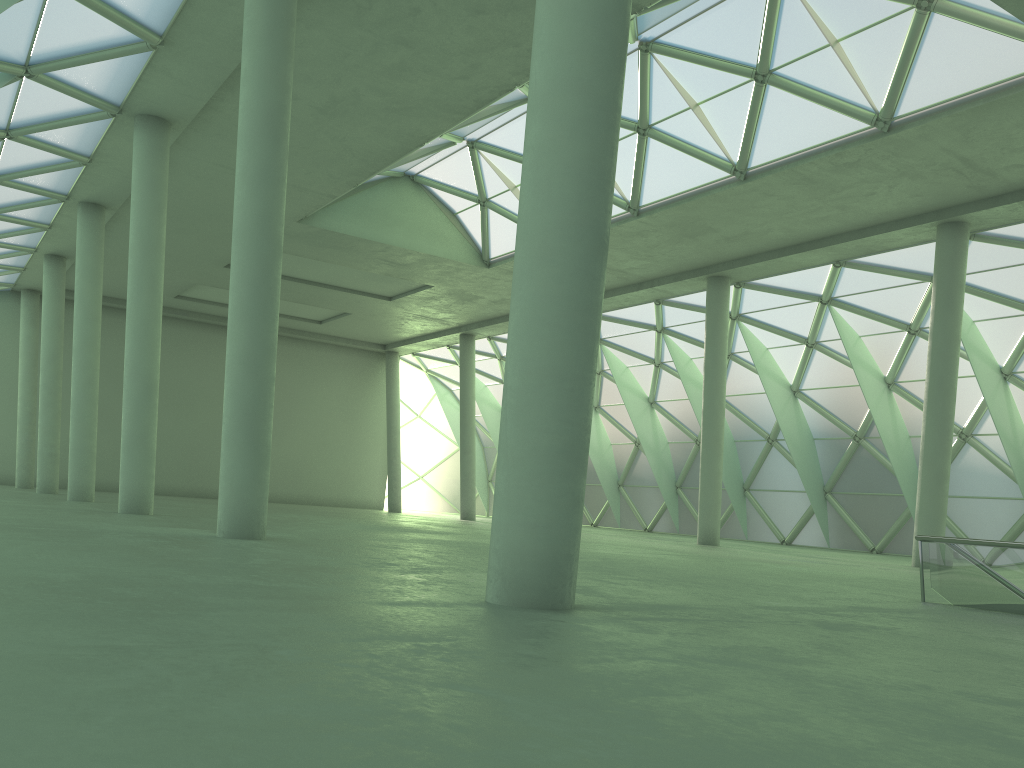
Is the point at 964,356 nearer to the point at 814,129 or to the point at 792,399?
the point at 792,399
